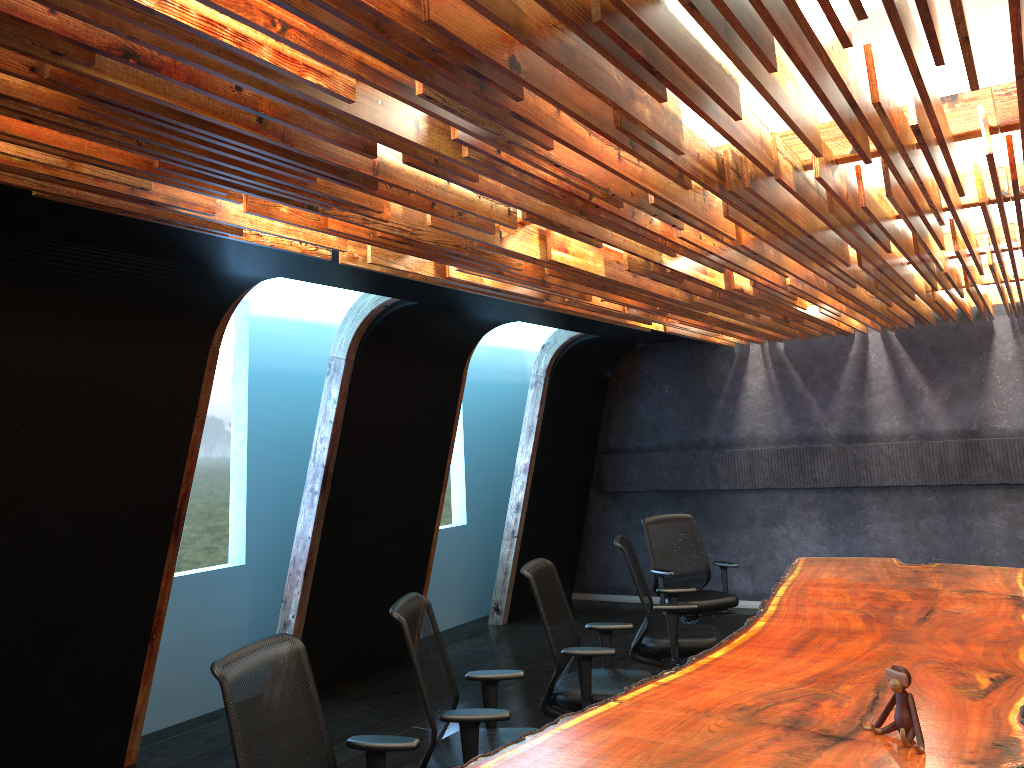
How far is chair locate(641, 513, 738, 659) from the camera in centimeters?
758cm

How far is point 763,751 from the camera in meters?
3.2

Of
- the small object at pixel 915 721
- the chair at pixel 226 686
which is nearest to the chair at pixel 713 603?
the small object at pixel 915 721

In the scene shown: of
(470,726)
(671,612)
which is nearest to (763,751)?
(470,726)

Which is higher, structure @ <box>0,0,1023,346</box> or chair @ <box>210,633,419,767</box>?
structure @ <box>0,0,1023,346</box>

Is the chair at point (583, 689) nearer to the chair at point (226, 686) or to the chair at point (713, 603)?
the chair at point (226, 686)

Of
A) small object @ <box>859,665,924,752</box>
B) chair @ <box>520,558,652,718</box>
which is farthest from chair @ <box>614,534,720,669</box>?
small object @ <box>859,665,924,752</box>

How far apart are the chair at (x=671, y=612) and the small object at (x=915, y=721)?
2.7m

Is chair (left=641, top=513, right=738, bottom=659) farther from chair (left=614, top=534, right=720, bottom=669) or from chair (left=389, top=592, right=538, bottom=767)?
chair (left=389, top=592, right=538, bottom=767)

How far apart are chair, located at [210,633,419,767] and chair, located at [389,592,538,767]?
0.3 meters
